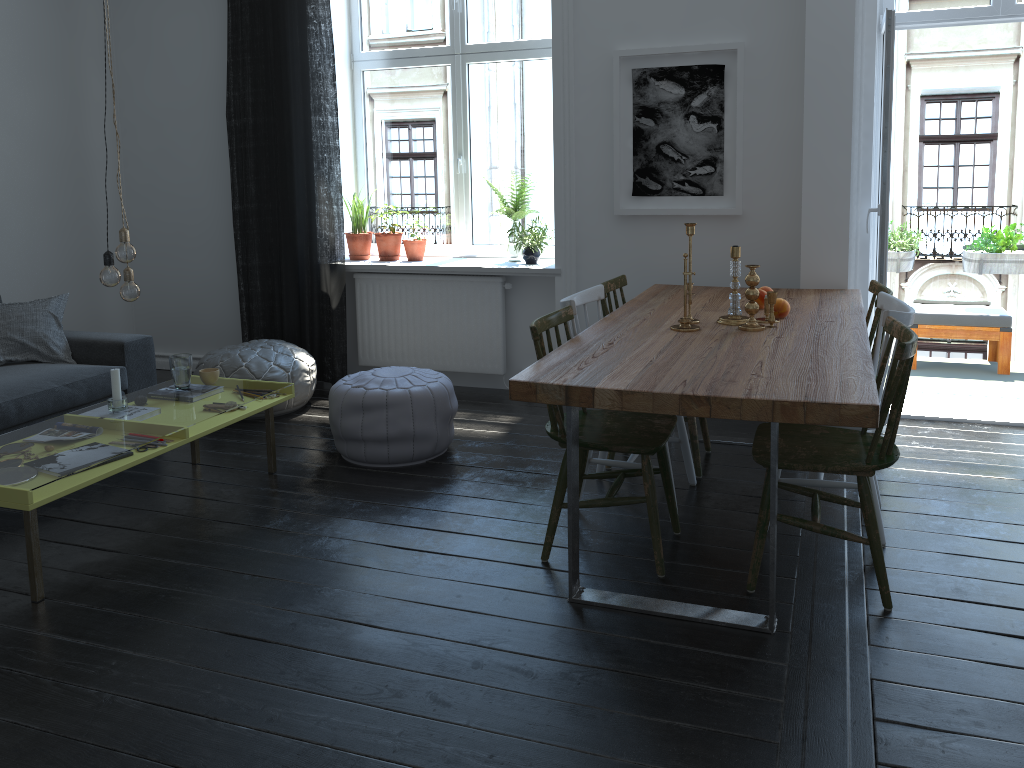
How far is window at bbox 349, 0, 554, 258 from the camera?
5.3 meters

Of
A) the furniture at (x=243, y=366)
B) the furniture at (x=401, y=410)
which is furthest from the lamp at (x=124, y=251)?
the furniture at (x=243, y=366)

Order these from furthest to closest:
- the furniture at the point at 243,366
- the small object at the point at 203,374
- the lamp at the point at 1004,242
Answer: the lamp at the point at 1004,242 → the furniture at the point at 243,366 → the small object at the point at 203,374

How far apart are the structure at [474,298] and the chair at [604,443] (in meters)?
1.95

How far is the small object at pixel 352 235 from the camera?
5.6 meters

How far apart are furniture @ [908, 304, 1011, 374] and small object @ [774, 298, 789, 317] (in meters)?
2.55

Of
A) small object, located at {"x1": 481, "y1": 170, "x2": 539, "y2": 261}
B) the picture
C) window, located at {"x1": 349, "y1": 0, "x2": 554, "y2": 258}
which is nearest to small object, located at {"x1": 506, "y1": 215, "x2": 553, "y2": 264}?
small object, located at {"x1": 481, "y1": 170, "x2": 539, "y2": 261}

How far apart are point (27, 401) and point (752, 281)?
3.2m

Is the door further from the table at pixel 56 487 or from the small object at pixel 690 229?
the table at pixel 56 487

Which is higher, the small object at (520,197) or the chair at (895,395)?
the small object at (520,197)
